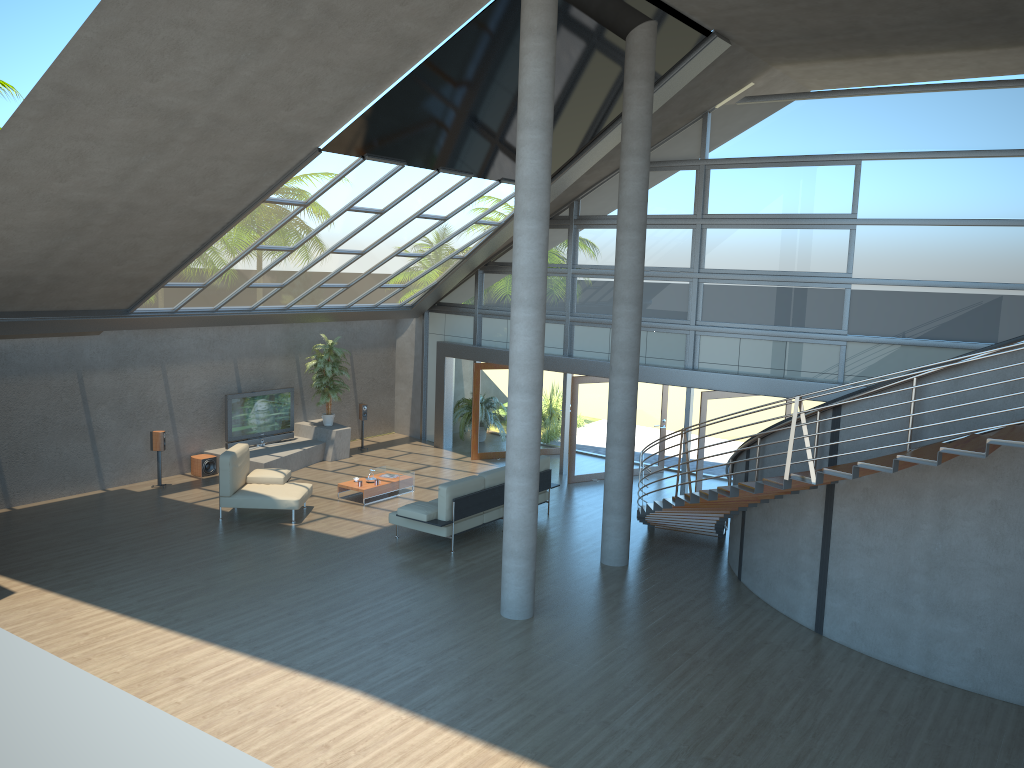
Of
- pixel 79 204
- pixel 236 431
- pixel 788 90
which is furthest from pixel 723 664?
pixel 236 431

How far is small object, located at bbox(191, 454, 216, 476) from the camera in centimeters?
1574cm

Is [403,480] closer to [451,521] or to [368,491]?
[368,491]

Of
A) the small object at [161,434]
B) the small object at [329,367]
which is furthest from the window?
the small object at [161,434]

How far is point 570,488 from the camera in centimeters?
1587cm

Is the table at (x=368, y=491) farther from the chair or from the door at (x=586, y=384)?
the door at (x=586, y=384)

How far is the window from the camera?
12.76m

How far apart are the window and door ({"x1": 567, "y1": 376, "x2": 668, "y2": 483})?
0.5 meters

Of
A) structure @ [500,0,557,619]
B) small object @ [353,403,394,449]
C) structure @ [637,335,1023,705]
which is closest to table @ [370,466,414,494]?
small object @ [353,403,394,449]

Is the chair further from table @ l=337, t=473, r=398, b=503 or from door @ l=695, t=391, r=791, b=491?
door @ l=695, t=391, r=791, b=491
